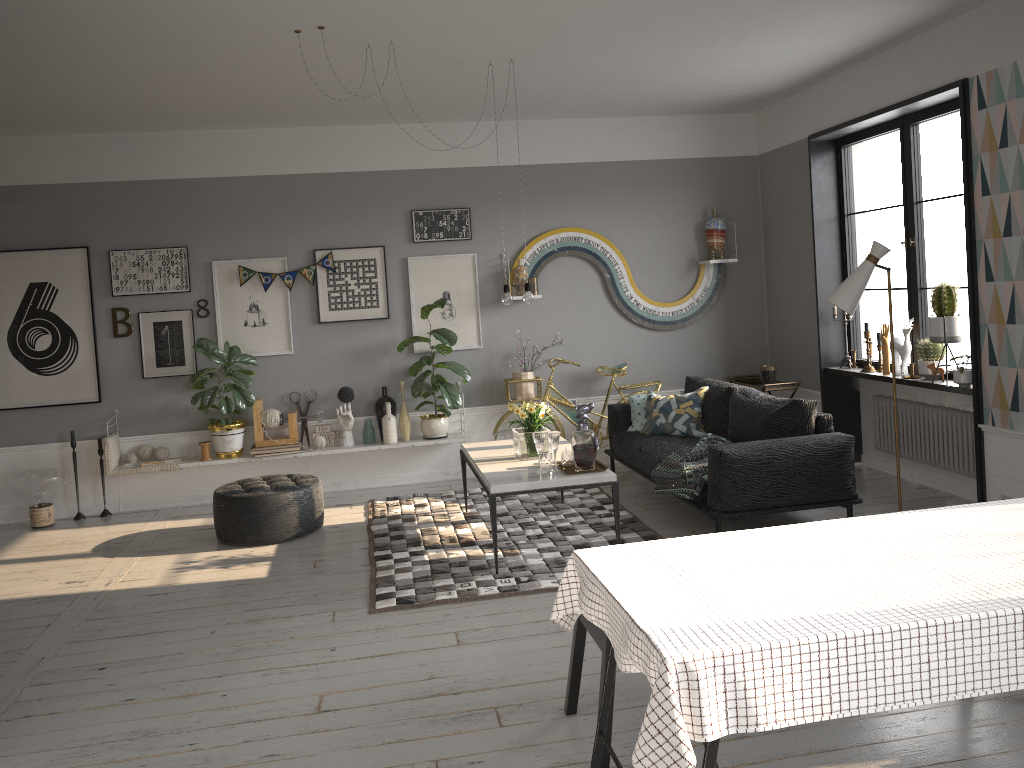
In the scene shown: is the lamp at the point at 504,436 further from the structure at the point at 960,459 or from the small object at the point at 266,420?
the structure at the point at 960,459

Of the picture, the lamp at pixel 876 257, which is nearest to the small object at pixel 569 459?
the lamp at pixel 876 257

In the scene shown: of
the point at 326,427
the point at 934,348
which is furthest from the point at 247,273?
the point at 934,348

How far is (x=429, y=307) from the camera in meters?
7.1

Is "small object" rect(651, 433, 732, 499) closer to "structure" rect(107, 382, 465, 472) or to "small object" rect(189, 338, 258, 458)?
"structure" rect(107, 382, 465, 472)

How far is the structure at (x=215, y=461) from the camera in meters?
6.9

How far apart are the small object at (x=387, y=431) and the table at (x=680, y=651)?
4.6 meters

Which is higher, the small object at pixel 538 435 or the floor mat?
the small object at pixel 538 435

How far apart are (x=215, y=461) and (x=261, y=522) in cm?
135

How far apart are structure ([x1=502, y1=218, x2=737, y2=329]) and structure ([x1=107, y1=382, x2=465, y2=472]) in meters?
1.3
